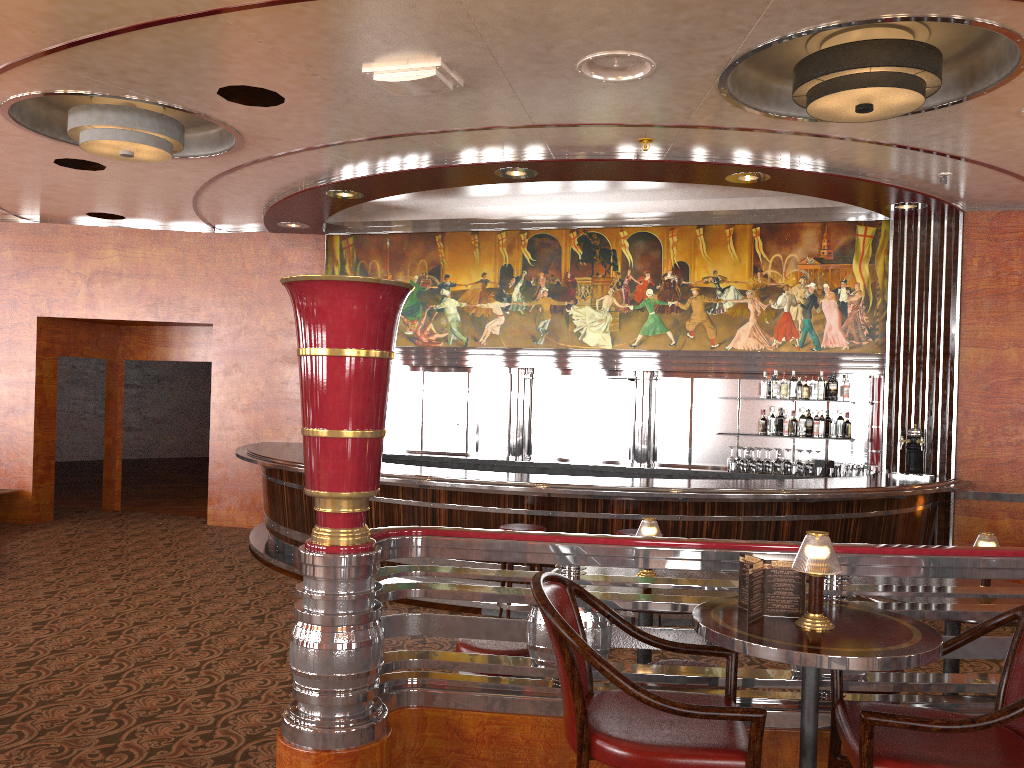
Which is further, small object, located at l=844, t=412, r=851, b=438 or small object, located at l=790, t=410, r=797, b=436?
small object, located at l=790, t=410, r=797, b=436

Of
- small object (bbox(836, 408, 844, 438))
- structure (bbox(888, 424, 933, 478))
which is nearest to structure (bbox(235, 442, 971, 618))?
structure (bbox(888, 424, 933, 478))

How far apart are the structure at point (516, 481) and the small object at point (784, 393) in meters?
1.2

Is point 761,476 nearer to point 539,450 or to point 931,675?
point 539,450

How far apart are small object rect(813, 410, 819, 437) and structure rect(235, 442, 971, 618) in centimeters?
80cm

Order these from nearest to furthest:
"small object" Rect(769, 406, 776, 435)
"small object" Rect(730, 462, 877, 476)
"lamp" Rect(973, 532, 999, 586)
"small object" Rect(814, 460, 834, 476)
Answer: "lamp" Rect(973, 532, 999, 586) < "small object" Rect(730, 462, 877, 476) < "small object" Rect(814, 460, 834, 476) < "small object" Rect(769, 406, 776, 435)

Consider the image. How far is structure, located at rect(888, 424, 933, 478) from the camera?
8.3 meters

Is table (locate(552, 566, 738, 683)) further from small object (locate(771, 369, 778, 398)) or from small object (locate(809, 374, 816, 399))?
small object (locate(809, 374, 816, 399))

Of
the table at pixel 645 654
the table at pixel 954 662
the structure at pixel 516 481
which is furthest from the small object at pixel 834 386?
the table at pixel 645 654

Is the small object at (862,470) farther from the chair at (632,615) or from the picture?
the chair at (632,615)
